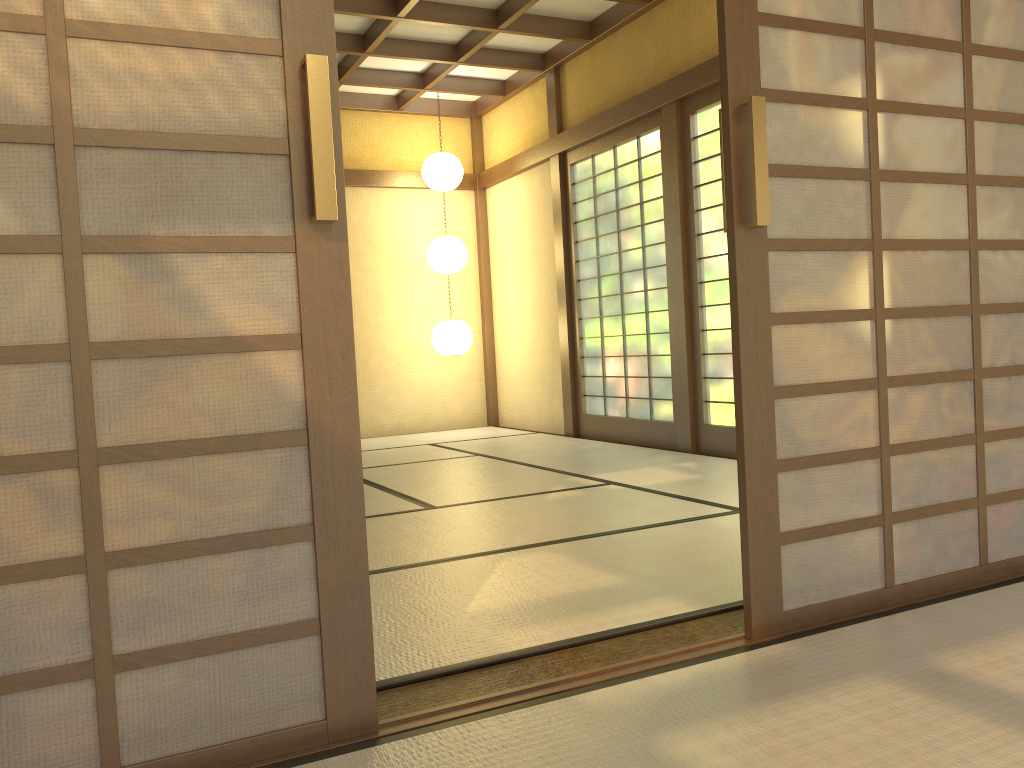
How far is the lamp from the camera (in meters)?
7.48

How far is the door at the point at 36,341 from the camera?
1.5 meters

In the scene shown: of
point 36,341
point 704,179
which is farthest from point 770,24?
point 704,179

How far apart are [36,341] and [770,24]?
1.8m

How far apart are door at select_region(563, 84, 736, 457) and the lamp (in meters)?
1.07

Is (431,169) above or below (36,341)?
above

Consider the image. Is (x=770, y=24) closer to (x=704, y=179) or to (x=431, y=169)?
(x=704, y=179)

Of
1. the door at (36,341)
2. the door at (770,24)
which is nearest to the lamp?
the door at (770,24)

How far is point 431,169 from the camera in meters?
7.5

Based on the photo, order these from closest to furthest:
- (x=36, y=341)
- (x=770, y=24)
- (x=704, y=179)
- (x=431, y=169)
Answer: (x=36, y=341), (x=770, y=24), (x=704, y=179), (x=431, y=169)
